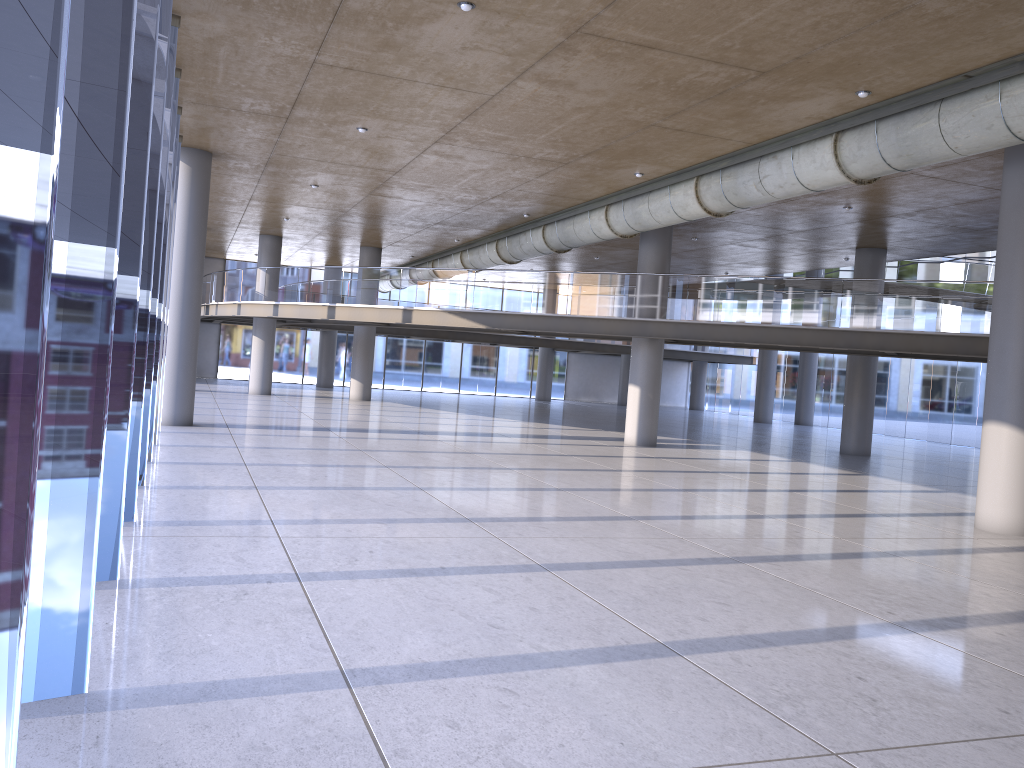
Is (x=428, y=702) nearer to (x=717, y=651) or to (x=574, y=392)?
(x=717, y=651)
